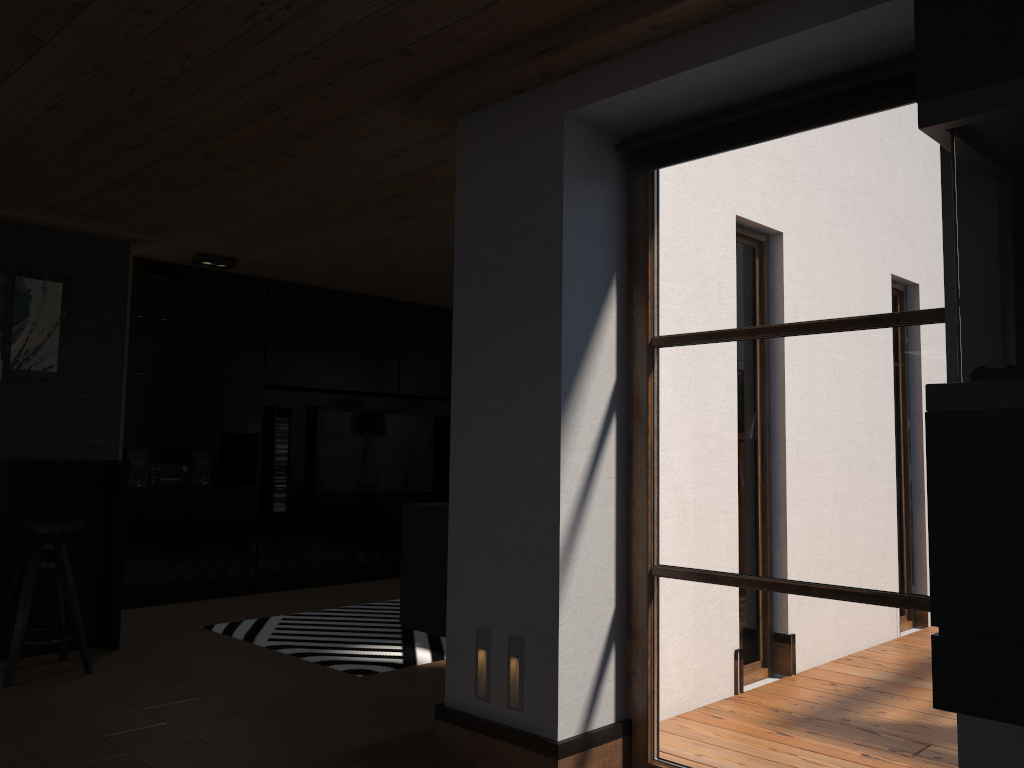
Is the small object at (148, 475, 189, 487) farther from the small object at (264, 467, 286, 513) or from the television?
the television

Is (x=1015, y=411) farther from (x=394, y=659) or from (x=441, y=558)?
(x=394, y=659)

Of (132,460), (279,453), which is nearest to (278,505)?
(279,453)

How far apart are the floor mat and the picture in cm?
173

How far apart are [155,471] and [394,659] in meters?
2.7 m

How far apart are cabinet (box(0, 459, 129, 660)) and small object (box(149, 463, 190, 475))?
1.3 meters

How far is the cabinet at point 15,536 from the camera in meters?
4.6

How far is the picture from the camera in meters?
4.9 m

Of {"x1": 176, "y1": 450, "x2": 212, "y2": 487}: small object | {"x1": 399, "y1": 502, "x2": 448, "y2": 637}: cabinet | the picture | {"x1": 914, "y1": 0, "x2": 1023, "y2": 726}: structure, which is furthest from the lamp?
{"x1": 914, "y1": 0, "x2": 1023, "y2": 726}: structure

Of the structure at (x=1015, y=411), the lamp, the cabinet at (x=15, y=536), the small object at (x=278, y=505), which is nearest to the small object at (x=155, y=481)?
the small object at (x=278, y=505)
